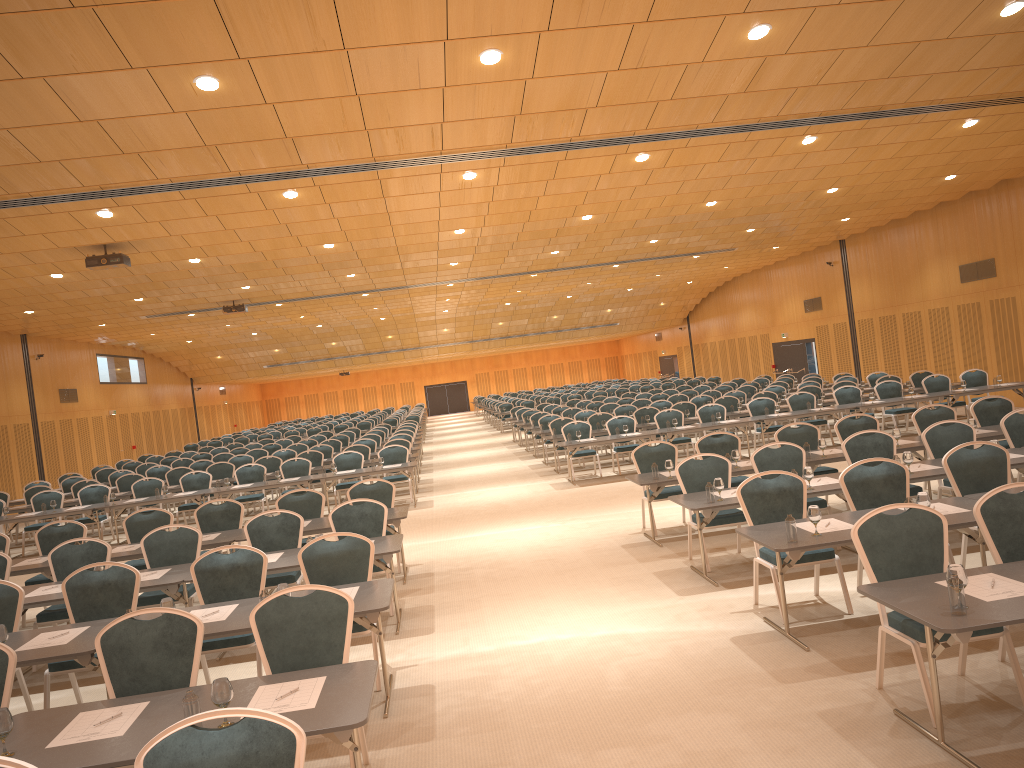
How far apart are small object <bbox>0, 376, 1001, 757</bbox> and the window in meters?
21.0 m

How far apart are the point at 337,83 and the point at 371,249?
10.2m

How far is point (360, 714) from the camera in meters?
4.0 m

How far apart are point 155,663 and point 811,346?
28.8 meters

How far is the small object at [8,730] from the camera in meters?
4.0

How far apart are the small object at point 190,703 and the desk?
0.0 meters

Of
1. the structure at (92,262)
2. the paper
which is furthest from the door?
the paper

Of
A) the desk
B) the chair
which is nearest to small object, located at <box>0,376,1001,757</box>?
the desk

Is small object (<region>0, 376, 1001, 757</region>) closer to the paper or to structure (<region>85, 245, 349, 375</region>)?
the paper

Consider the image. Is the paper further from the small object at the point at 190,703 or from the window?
the window
